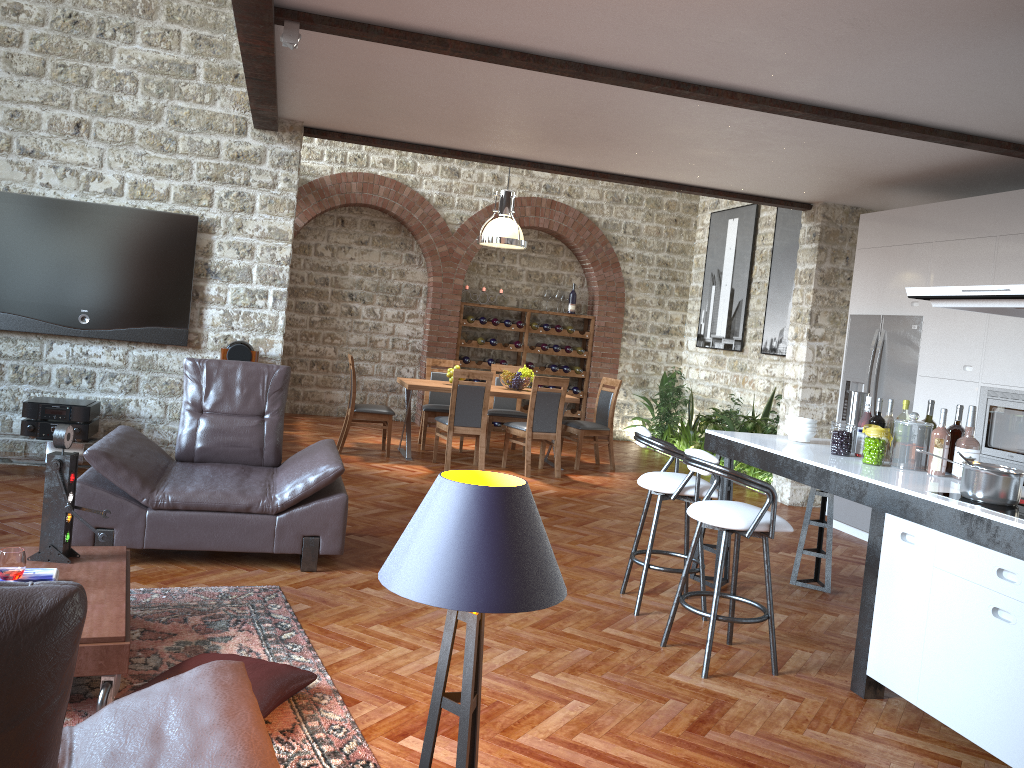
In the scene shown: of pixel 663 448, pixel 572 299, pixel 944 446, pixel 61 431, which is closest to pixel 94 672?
pixel 61 431

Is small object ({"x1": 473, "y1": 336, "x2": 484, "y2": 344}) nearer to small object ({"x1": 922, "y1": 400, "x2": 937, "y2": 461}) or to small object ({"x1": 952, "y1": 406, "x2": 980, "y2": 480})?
small object ({"x1": 922, "y1": 400, "x2": 937, "y2": 461})

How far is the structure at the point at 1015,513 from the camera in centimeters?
333cm

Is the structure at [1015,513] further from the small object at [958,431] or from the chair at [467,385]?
the chair at [467,385]

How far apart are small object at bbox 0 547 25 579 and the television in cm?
386

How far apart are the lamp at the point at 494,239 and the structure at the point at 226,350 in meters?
3.2

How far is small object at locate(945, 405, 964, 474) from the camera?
4.4m

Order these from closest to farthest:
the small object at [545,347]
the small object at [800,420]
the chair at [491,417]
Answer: the small object at [800,420] → the chair at [491,417] → the small object at [545,347]

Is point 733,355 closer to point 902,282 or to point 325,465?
point 902,282

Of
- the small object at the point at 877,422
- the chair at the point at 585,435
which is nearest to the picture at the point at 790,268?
the chair at the point at 585,435
